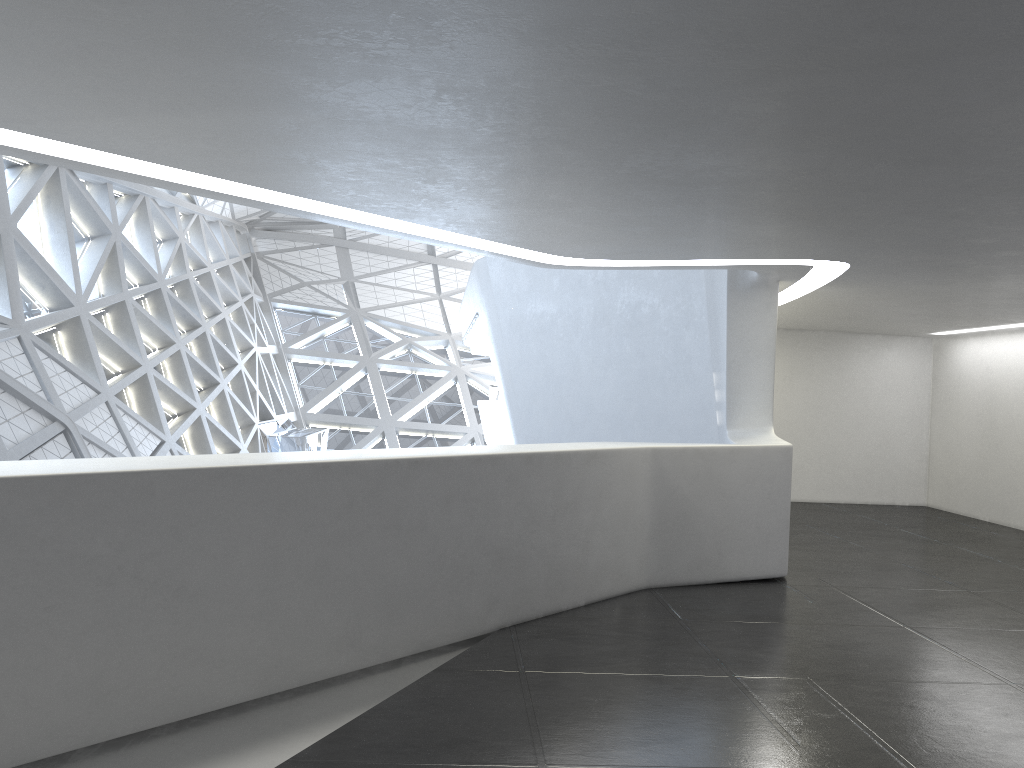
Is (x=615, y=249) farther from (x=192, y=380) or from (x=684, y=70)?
(x=192, y=380)

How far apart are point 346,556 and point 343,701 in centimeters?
107cm
